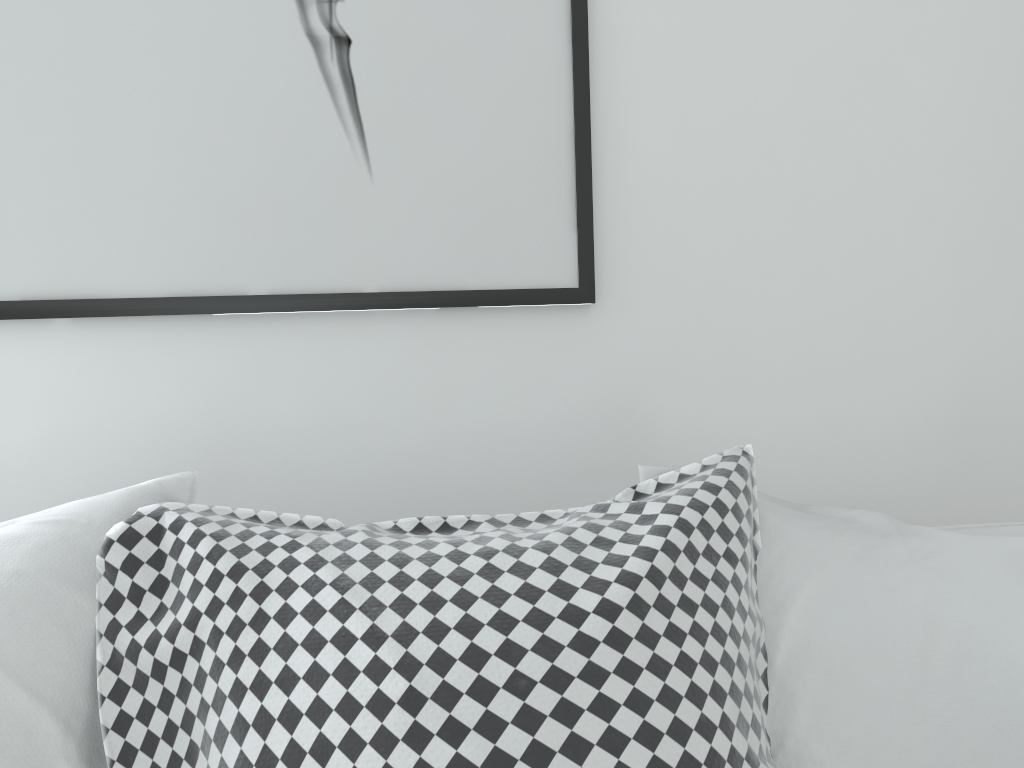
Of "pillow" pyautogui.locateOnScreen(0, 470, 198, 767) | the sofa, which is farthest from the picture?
the sofa

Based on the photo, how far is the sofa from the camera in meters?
1.0 m

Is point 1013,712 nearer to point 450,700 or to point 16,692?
point 450,700

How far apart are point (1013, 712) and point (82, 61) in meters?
1.1 m

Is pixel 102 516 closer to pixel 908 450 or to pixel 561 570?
pixel 561 570

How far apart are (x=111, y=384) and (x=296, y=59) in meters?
0.4 m

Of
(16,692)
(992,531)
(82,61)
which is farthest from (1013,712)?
(82,61)

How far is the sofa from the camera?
1.0 meters

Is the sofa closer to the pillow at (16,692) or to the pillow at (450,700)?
the pillow at (450,700)

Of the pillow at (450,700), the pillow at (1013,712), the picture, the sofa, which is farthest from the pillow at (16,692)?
the sofa
